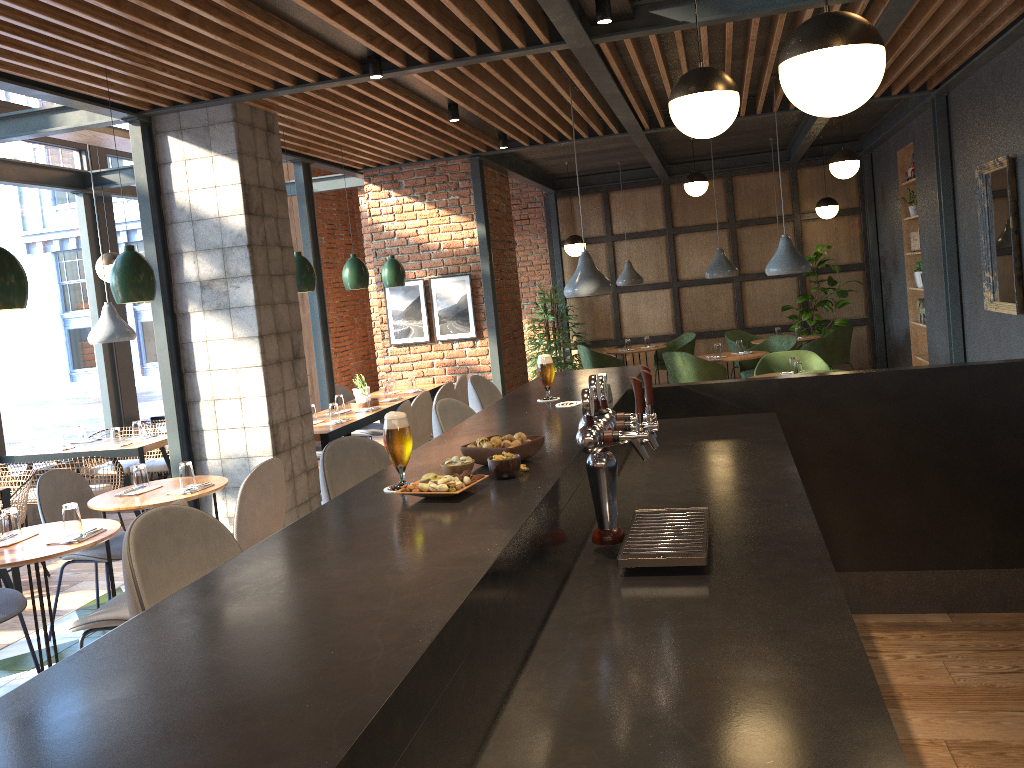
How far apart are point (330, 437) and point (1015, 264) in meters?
4.8 m

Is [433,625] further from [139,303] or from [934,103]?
[139,303]

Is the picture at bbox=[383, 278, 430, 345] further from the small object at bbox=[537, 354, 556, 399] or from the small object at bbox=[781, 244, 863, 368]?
the small object at bbox=[537, 354, 556, 399]

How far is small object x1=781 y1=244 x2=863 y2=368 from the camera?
10.9 meters

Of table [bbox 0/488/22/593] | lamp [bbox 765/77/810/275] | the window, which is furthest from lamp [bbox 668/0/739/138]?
the window

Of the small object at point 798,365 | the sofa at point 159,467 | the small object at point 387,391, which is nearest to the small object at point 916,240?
the small object at point 798,365

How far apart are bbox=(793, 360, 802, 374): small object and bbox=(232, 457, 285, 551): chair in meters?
4.2 m

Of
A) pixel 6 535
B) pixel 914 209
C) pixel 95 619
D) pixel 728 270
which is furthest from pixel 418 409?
pixel 914 209

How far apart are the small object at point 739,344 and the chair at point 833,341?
1.2m

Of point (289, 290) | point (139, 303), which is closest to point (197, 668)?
point (289, 290)
